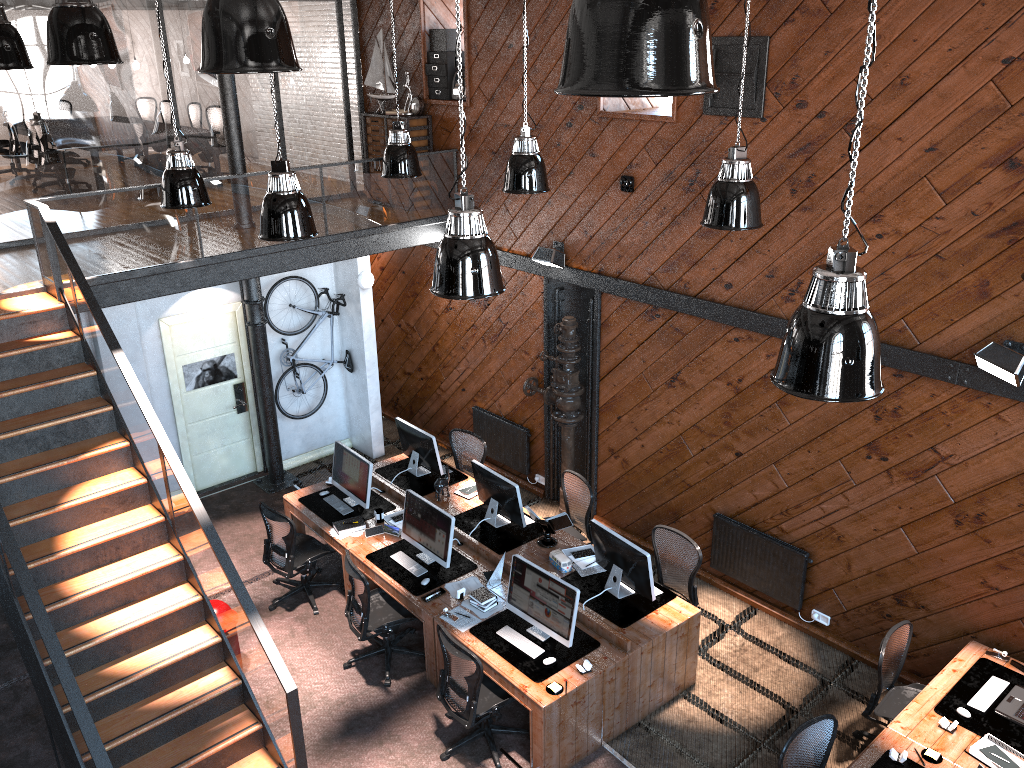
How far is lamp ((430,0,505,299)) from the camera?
5.0m

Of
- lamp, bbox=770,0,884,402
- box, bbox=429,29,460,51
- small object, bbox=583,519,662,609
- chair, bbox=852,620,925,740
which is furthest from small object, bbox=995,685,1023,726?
box, bbox=429,29,460,51

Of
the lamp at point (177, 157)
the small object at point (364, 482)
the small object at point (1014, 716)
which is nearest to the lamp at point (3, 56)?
the lamp at point (177, 157)

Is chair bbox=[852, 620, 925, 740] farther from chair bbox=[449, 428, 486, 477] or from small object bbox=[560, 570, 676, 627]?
chair bbox=[449, 428, 486, 477]

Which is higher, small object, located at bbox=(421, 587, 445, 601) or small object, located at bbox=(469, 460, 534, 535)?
small object, located at bbox=(469, 460, 534, 535)

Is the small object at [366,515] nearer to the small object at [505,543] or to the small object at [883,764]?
the small object at [505,543]

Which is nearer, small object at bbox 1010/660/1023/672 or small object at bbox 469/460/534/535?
small object at bbox 1010/660/1023/672

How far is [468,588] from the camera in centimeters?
765cm

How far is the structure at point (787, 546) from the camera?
8.1m

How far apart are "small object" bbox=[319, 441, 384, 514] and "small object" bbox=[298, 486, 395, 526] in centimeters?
5cm
